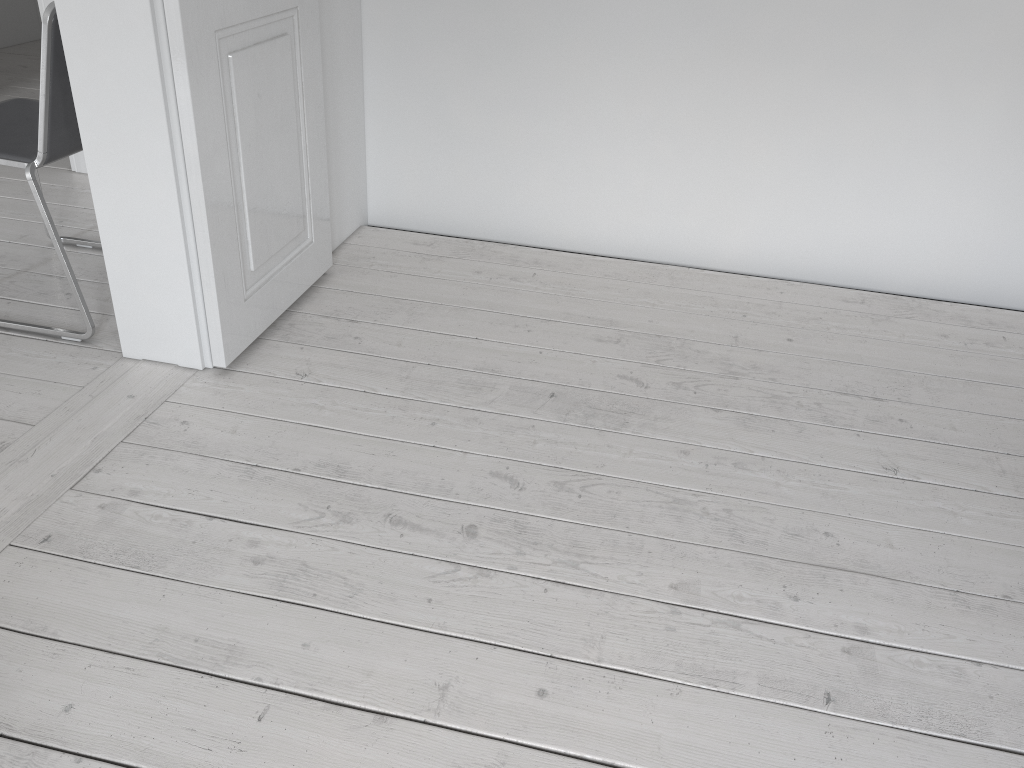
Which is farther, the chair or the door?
the chair

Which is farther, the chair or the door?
the chair

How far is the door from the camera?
1.86m

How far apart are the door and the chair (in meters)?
0.37

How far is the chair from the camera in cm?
198

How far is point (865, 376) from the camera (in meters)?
2.32

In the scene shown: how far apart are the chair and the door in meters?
0.4 m

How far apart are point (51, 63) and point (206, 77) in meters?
0.4

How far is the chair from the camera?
1.98m
